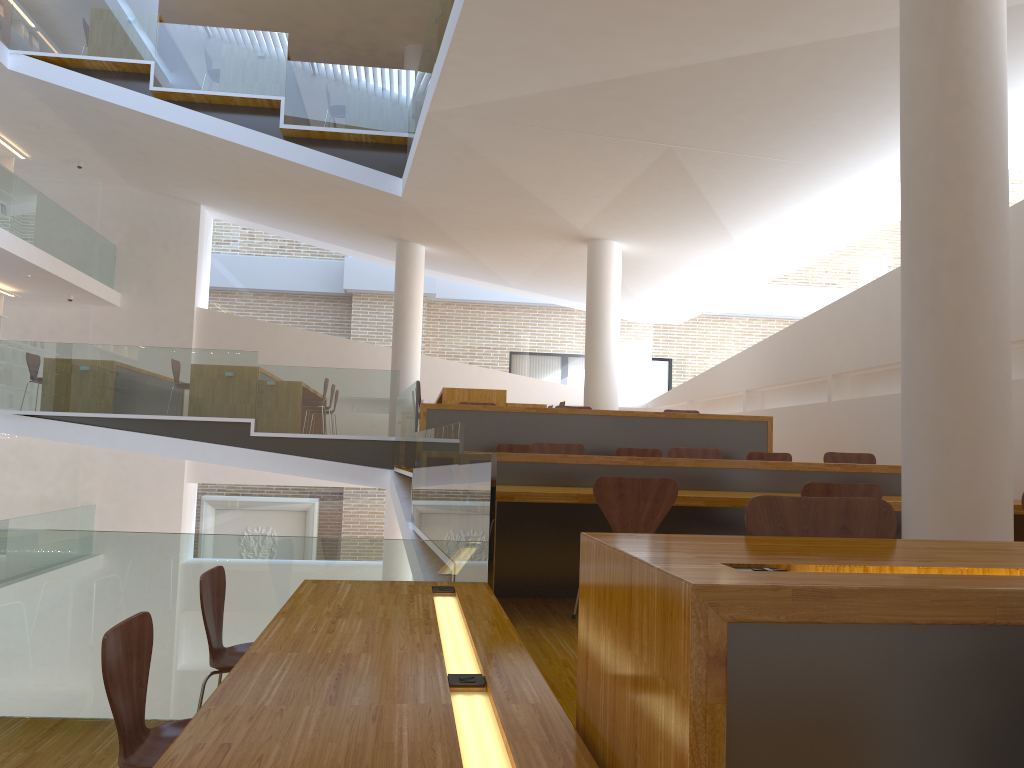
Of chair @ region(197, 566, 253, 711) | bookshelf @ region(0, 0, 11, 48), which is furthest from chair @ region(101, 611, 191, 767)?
bookshelf @ region(0, 0, 11, 48)

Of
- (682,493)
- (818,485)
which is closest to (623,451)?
(682,493)

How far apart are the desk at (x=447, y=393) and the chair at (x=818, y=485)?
6.65m

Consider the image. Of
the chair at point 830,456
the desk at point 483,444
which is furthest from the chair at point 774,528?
the desk at point 483,444

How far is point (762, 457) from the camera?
7.32m

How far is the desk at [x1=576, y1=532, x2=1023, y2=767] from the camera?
1.17m

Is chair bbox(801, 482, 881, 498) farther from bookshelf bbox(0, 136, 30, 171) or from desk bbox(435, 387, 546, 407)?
bookshelf bbox(0, 136, 30, 171)

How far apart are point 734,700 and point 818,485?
3.1m

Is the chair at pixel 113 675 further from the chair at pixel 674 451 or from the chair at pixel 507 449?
the chair at pixel 507 449

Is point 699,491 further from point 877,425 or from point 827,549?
point 877,425
